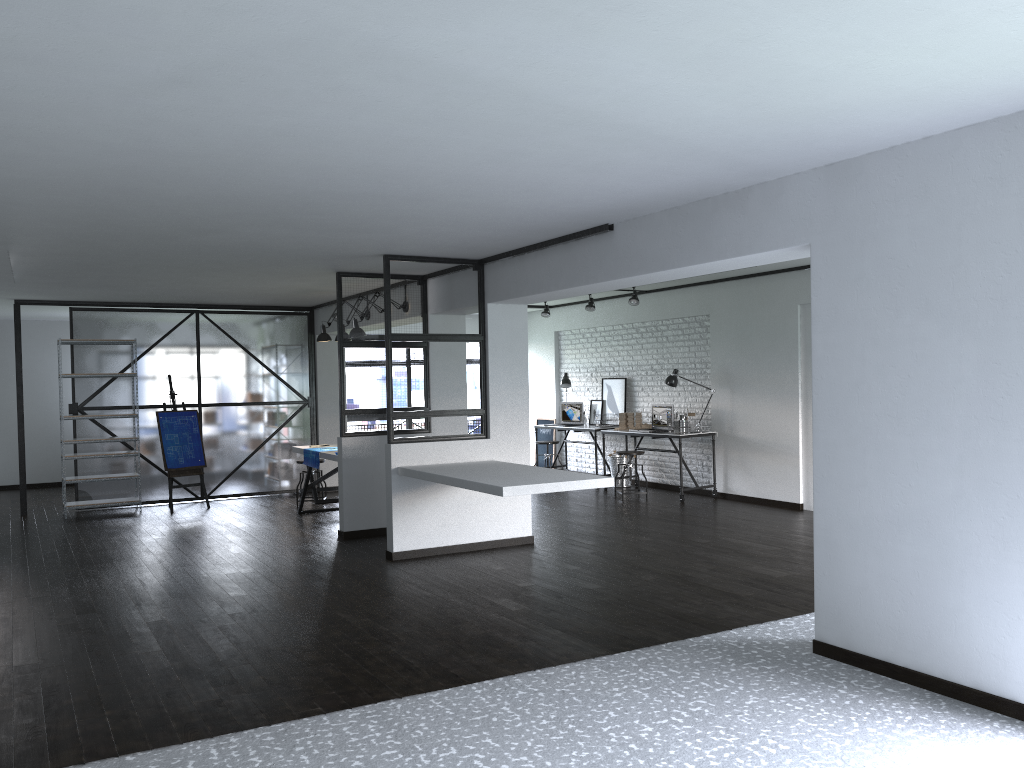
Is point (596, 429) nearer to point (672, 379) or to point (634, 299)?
point (672, 379)

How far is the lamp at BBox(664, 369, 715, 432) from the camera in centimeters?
993cm

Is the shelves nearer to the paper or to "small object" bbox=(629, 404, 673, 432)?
the paper

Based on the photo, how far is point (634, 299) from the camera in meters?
10.0

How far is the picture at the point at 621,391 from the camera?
11.3m

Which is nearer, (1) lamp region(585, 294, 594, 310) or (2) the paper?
(2) the paper

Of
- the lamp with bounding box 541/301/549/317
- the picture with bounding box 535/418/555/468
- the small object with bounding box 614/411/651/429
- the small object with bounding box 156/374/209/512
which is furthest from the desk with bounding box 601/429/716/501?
the small object with bounding box 156/374/209/512

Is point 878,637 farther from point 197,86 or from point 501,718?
point 197,86

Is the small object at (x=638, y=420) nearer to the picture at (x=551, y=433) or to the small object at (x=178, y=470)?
the picture at (x=551, y=433)

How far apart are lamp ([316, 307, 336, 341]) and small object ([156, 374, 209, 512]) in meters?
2.0
